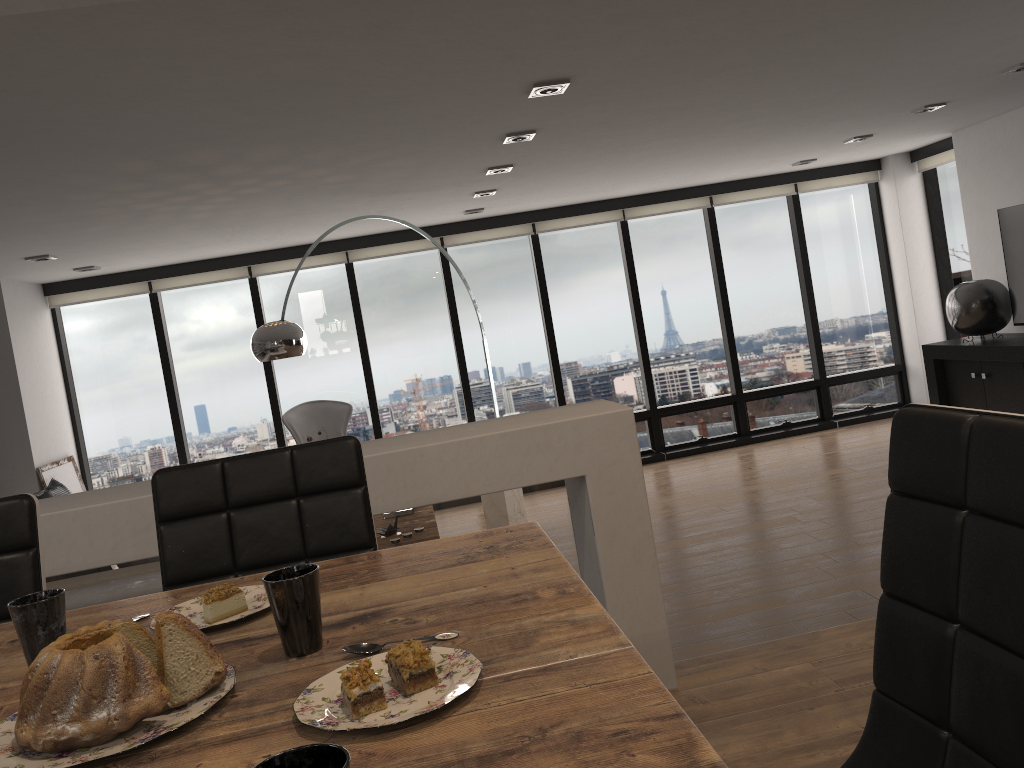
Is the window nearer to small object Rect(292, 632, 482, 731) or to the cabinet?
the cabinet

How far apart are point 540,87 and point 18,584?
2.7 meters

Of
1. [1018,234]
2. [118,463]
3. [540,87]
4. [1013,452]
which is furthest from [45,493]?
[1018,234]

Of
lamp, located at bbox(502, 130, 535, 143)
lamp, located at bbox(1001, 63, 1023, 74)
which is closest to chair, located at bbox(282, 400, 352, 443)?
lamp, located at bbox(502, 130, 535, 143)

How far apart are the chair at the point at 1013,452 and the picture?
6.9m

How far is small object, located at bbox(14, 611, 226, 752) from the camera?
0.8m

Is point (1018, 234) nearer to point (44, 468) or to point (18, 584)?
point (18, 584)

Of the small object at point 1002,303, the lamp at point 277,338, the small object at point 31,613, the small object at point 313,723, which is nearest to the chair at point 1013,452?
the small object at point 313,723

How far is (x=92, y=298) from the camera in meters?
7.5

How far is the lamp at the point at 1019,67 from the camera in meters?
4.9
